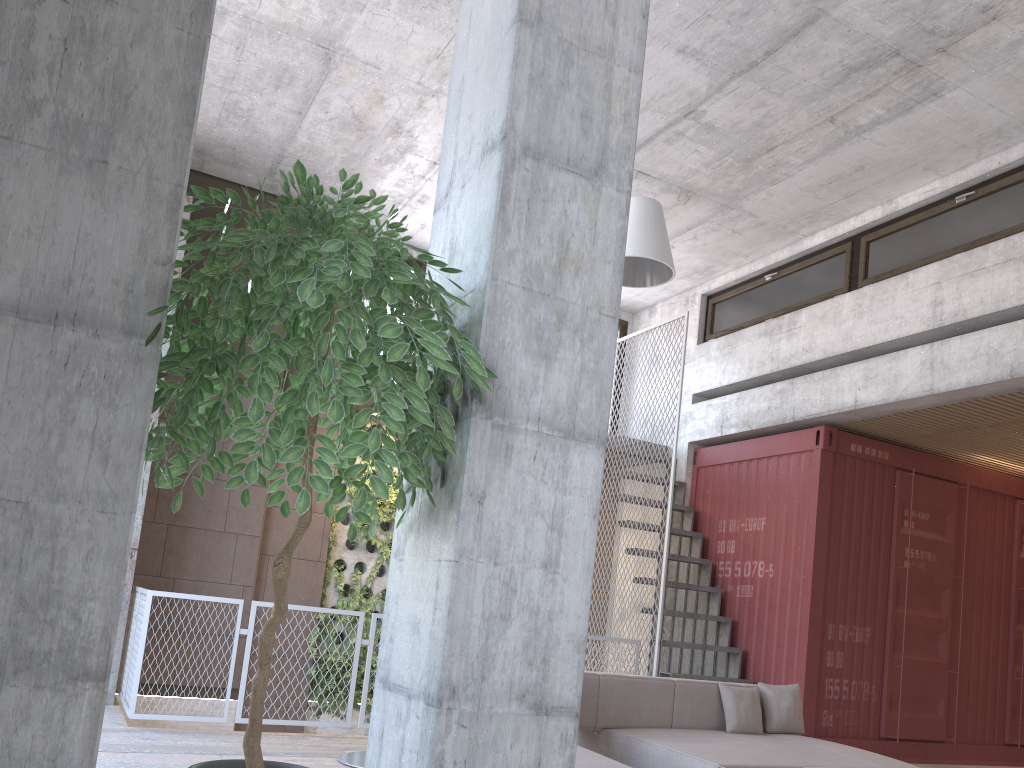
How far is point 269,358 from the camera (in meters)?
1.89

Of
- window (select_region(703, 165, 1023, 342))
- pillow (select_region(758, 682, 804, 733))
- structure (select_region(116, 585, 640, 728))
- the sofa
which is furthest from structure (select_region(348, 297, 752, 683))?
structure (select_region(116, 585, 640, 728))

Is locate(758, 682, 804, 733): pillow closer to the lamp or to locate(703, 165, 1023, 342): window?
the lamp

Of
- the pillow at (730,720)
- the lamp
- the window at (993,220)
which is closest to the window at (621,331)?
the window at (993,220)

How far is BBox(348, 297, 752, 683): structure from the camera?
8.3 meters

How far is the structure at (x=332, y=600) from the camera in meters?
9.1 m

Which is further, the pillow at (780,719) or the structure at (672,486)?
the structure at (672,486)

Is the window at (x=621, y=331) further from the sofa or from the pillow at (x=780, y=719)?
the sofa

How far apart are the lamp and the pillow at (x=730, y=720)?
2.4 meters

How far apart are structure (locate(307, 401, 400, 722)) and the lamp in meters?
2.9 m
